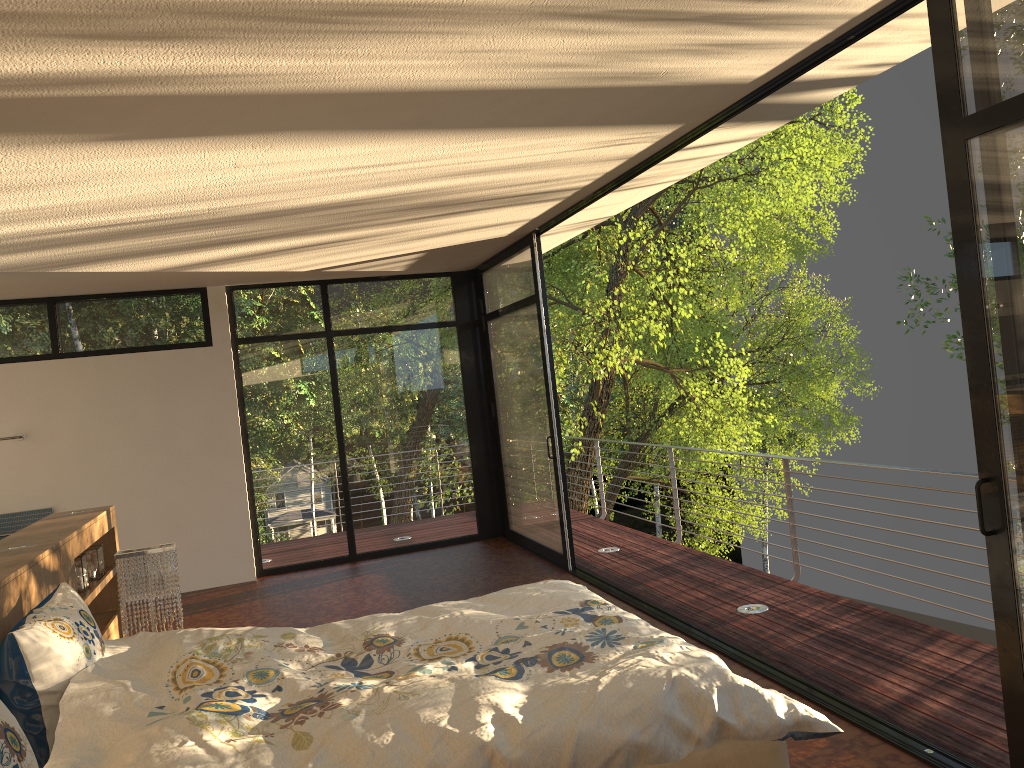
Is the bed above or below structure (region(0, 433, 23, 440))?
below

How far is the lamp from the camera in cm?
402

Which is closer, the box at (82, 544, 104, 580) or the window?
the window

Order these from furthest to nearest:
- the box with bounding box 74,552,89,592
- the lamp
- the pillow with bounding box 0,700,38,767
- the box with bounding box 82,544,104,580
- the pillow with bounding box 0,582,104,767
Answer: the box with bounding box 82,544,104,580
the box with bounding box 74,552,89,592
the lamp
the pillow with bounding box 0,582,104,767
the pillow with bounding box 0,700,38,767

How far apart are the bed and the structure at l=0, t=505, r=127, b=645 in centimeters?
30cm

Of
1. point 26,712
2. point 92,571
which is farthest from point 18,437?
point 26,712

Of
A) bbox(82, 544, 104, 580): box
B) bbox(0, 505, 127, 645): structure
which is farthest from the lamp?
bbox(82, 544, 104, 580): box

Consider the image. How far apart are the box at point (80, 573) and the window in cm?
317

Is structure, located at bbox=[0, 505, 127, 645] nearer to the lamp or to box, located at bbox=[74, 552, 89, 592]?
box, located at bbox=[74, 552, 89, 592]

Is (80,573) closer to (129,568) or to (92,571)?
(92,571)
